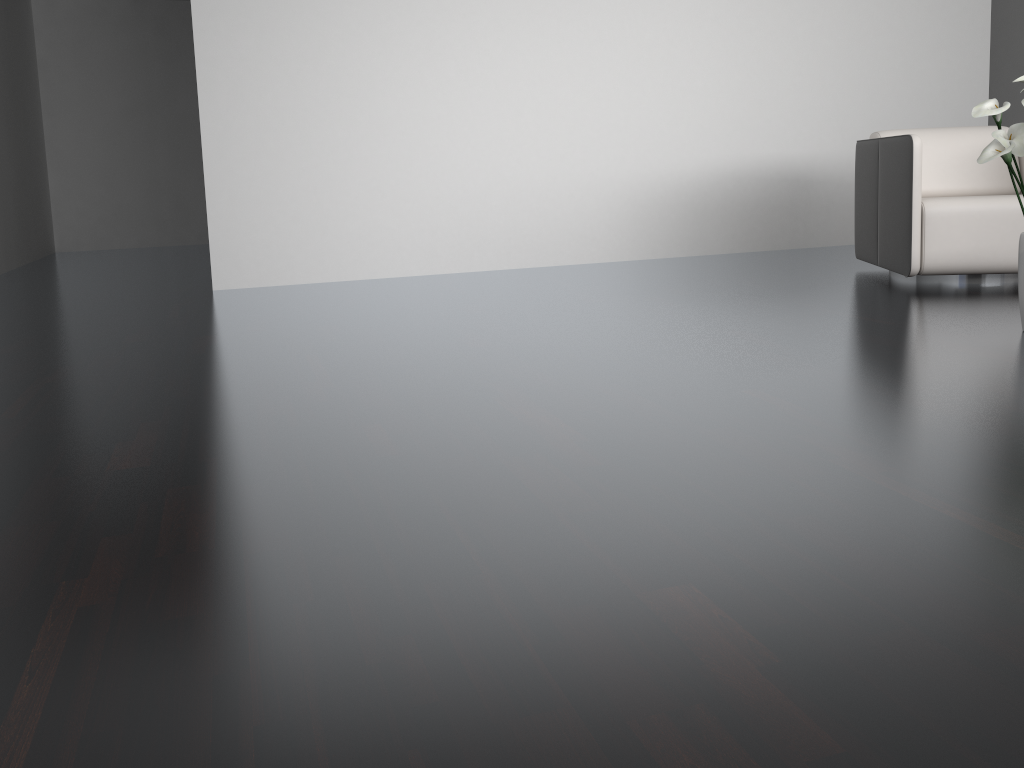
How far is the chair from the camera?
3.66m

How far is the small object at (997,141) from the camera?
2.5 meters

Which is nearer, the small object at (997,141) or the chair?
the small object at (997,141)

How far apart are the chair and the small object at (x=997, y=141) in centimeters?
106cm

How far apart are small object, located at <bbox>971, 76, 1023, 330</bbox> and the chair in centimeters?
106cm

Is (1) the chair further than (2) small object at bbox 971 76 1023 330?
Yes

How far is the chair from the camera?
3.7m
